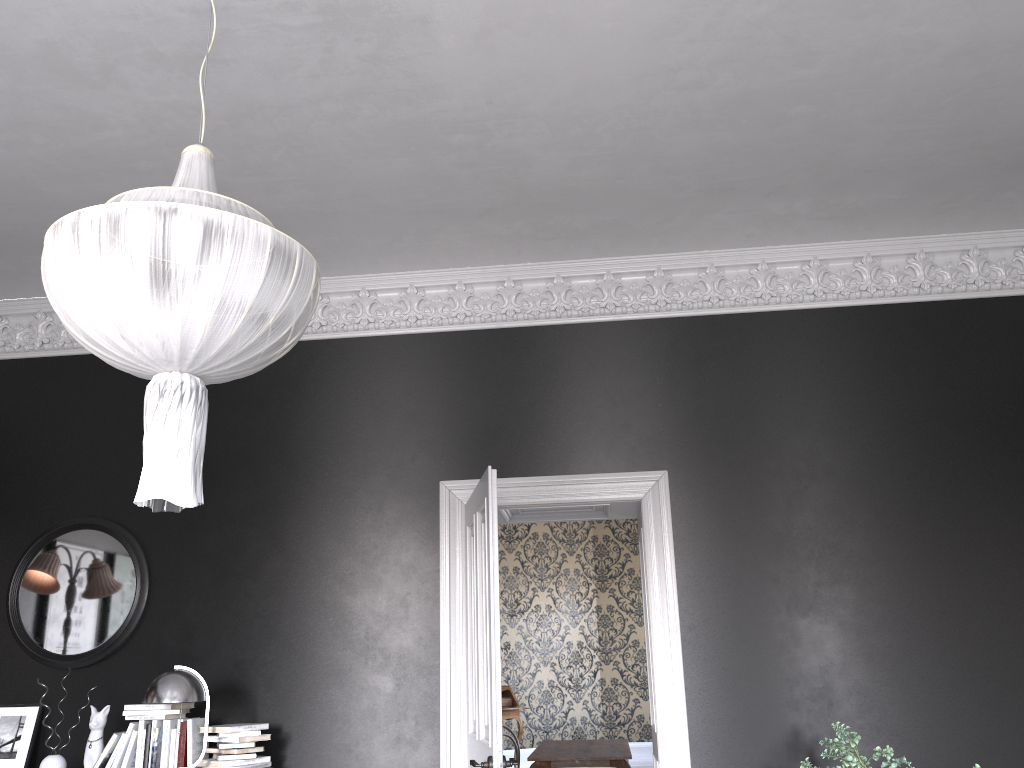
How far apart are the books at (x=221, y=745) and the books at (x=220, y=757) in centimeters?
6cm

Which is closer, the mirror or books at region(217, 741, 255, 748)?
books at region(217, 741, 255, 748)

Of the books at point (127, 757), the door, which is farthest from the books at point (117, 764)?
the door

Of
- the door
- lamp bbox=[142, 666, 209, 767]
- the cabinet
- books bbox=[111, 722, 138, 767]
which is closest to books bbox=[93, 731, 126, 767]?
books bbox=[111, 722, 138, 767]

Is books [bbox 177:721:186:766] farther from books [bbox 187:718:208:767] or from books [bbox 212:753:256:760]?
books [bbox 212:753:256:760]

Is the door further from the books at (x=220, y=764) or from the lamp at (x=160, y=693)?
the lamp at (x=160, y=693)

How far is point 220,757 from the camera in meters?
4.7 m

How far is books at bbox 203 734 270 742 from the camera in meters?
4.7

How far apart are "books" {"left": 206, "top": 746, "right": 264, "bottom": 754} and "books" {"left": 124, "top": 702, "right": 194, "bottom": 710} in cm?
33

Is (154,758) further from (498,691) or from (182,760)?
(498,691)
